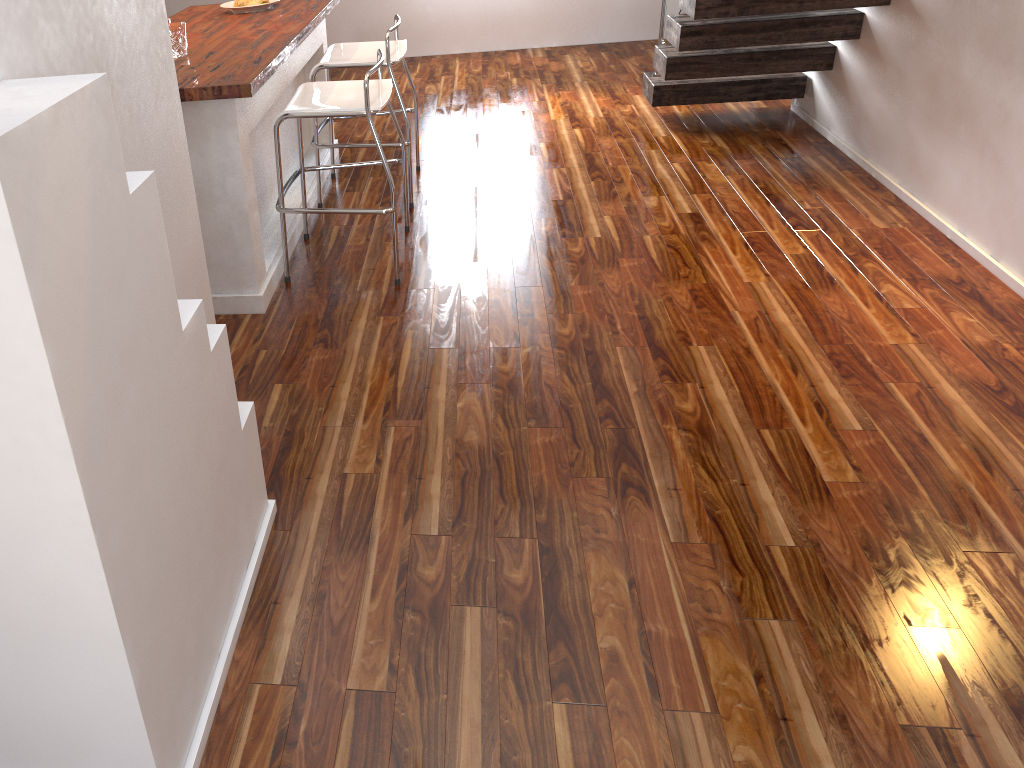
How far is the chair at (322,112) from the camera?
2.9 meters

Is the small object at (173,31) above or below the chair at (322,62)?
above

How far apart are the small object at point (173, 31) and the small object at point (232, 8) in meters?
0.9

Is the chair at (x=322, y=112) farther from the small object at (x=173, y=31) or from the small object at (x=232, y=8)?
the small object at (x=232, y=8)

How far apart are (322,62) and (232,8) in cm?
65

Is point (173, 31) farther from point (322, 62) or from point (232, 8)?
point (232, 8)

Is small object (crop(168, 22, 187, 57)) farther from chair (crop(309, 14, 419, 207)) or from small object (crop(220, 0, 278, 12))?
small object (crop(220, 0, 278, 12))

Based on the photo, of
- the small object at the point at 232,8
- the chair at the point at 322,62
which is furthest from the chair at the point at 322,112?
the small object at the point at 232,8

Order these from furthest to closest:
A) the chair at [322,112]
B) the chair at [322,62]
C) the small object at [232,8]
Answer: the small object at [232,8] < the chair at [322,62] < the chair at [322,112]

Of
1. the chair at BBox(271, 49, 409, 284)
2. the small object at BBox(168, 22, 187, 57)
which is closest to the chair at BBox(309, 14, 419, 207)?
the chair at BBox(271, 49, 409, 284)
